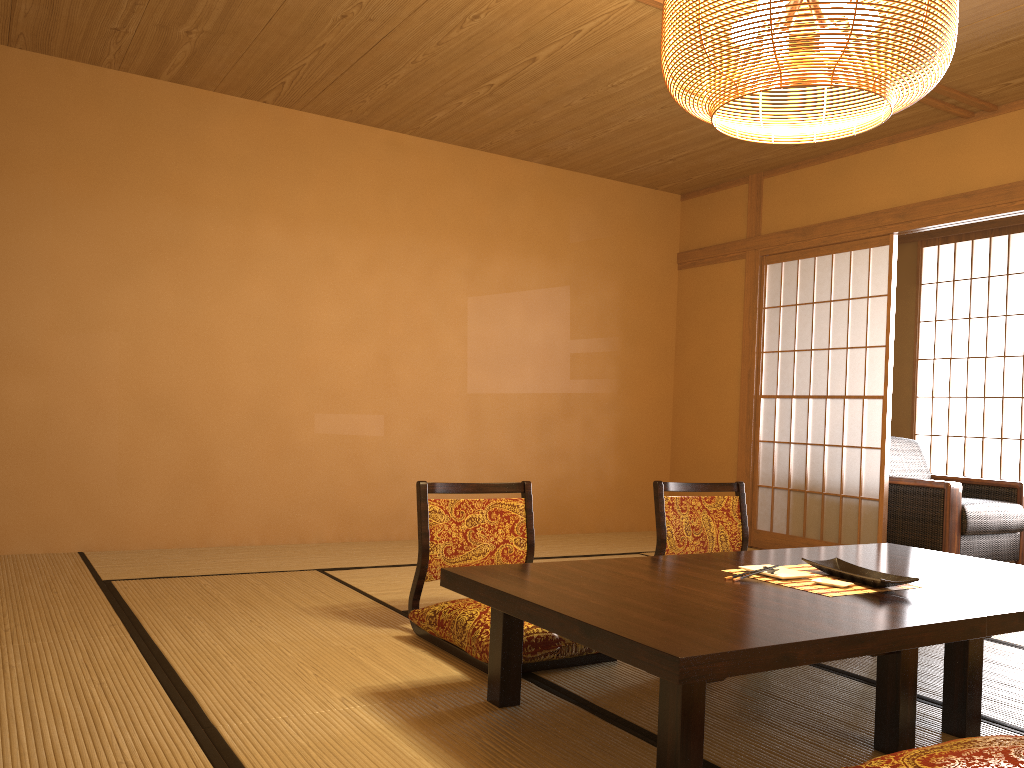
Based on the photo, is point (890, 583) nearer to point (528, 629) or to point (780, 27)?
point (528, 629)

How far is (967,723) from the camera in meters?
2.3

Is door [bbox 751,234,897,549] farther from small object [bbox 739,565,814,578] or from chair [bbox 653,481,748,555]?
small object [bbox 739,565,814,578]

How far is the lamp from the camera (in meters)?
2.21

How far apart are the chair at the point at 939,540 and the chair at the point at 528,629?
2.9m

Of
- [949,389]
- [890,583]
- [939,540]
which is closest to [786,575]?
[890,583]

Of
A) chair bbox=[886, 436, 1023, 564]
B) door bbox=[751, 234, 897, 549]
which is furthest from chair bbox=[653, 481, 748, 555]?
chair bbox=[886, 436, 1023, 564]

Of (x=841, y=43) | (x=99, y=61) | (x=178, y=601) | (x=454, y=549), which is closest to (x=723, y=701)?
(x=454, y=549)

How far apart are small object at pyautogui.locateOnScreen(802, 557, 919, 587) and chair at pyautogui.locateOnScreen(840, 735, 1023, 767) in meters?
0.6

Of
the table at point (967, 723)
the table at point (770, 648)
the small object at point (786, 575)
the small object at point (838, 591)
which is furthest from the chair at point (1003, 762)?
the small object at point (786, 575)
